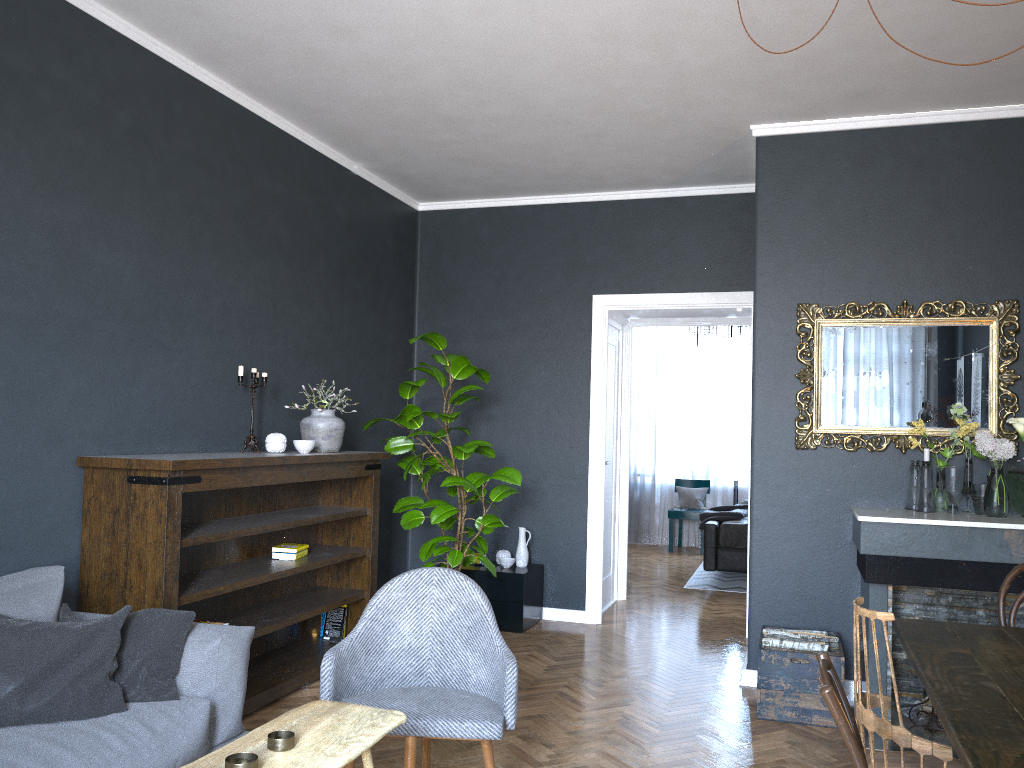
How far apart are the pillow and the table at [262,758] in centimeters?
70cm

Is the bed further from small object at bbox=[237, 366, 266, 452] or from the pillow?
the pillow

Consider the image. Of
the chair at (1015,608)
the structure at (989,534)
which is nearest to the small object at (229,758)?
the chair at (1015,608)

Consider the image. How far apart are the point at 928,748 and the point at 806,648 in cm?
196

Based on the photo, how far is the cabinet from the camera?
5.73m

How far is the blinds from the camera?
10.3m

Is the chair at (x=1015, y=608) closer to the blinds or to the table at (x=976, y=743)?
the table at (x=976, y=743)

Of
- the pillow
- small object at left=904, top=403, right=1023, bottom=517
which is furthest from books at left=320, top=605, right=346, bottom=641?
small object at left=904, top=403, right=1023, bottom=517

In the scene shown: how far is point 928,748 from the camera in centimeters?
230cm

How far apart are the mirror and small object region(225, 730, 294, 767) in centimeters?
328cm
